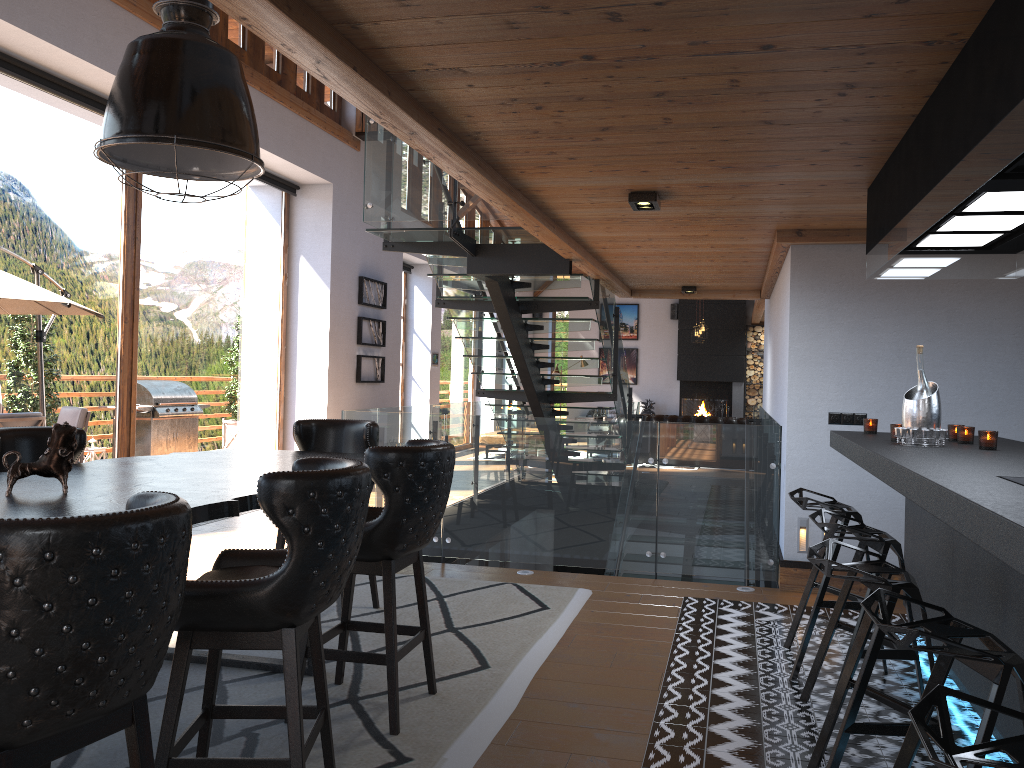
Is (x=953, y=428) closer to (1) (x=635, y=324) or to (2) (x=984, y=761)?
(2) (x=984, y=761)

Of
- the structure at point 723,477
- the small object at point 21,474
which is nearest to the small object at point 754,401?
the structure at point 723,477

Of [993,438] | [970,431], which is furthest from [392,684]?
[970,431]

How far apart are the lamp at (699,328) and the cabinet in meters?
11.4 m

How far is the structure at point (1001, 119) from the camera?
2.2m

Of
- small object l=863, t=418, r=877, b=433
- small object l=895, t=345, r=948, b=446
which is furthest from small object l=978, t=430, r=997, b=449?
small object l=863, t=418, r=877, b=433

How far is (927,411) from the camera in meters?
3.9 m

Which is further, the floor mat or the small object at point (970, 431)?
the small object at point (970, 431)

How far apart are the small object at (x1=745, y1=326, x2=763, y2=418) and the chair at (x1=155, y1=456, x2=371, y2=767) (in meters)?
16.80

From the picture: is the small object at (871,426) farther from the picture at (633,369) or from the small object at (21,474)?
the picture at (633,369)
